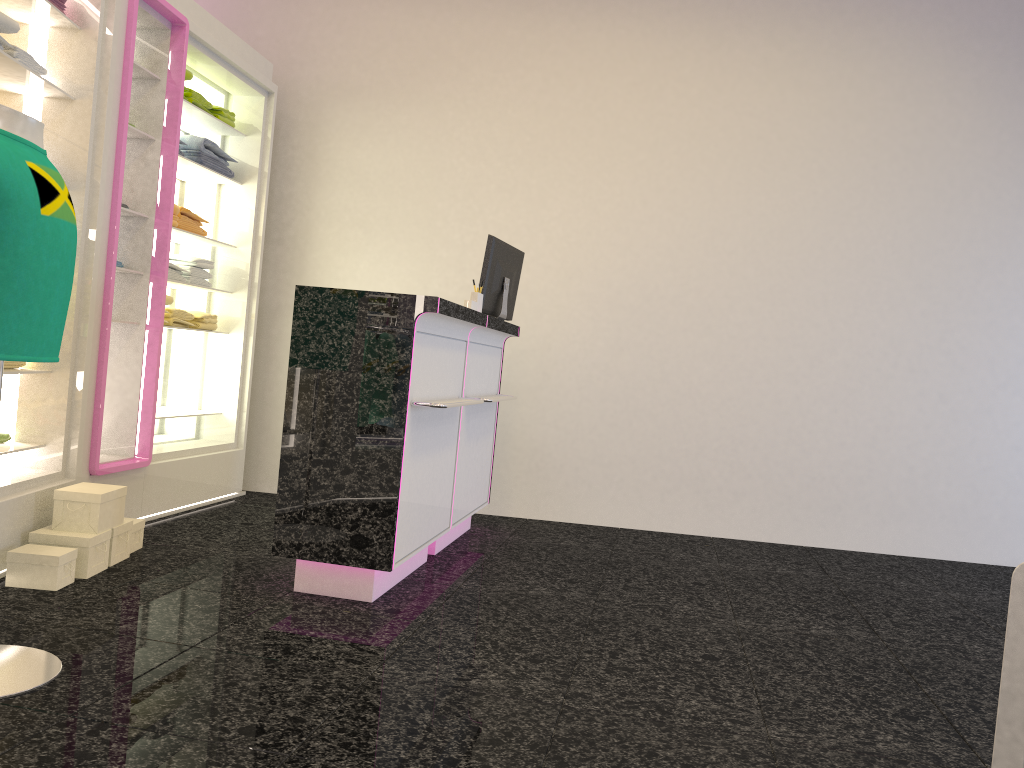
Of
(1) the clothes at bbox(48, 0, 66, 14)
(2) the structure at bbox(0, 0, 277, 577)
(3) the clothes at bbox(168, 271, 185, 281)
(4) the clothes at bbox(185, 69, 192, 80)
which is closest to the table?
(2) the structure at bbox(0, 0, 277, 577)

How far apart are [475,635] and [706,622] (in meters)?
1.06

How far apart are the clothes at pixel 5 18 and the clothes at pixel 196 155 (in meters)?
1.65

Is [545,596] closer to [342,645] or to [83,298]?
[342,645]

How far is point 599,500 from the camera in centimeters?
580cm

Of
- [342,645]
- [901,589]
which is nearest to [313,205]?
[342,645]

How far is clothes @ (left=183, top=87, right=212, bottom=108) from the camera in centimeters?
495cm

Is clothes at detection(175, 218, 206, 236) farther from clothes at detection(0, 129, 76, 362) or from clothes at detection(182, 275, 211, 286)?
clothes at detection(0, 129, 76, 362)

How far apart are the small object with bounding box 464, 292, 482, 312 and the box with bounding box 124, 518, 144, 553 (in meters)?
1.79

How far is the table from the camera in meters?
1.3
